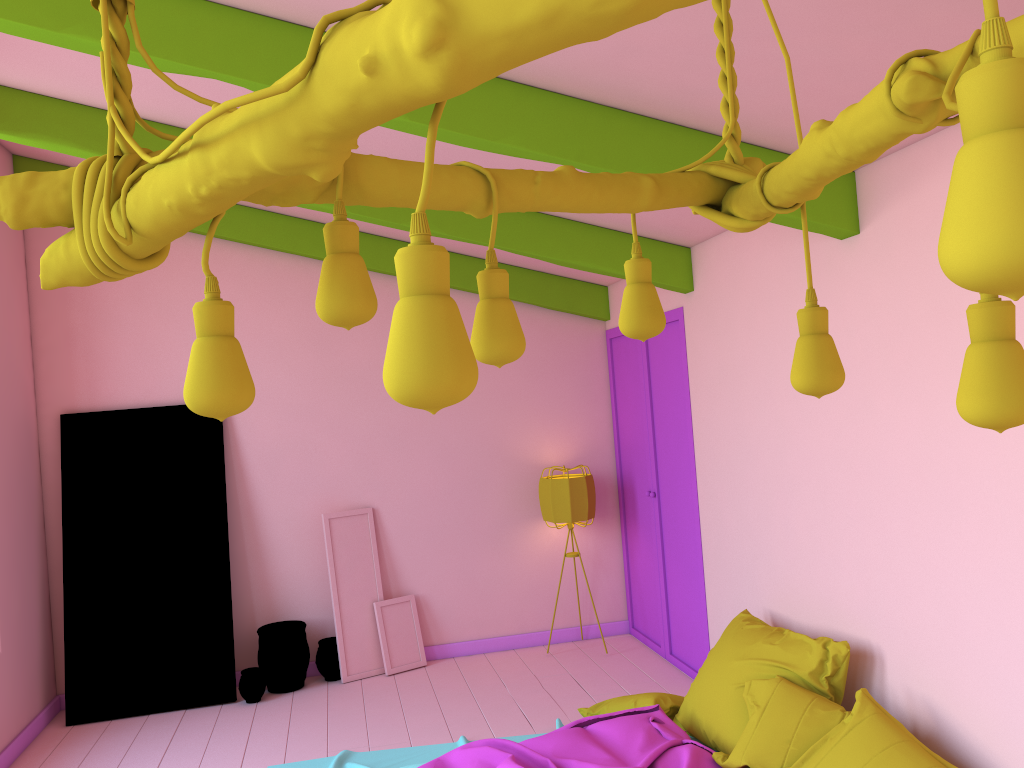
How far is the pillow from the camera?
3.50m

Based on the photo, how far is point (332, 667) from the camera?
6.74m

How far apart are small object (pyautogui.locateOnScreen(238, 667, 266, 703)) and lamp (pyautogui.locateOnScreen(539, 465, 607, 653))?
2.44m

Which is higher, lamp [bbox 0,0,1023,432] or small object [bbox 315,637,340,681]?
lamp [bbox 0,0,1023,432]

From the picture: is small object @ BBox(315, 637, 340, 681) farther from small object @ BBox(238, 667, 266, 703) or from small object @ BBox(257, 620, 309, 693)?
small object @ BBox(238, 667, 266, 703)

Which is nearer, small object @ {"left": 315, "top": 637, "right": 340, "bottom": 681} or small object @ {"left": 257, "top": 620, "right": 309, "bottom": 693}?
small object @ {"left": 257, "top": 620, "right": 309, "bottom": 693}

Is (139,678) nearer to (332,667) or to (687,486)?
(332,667)

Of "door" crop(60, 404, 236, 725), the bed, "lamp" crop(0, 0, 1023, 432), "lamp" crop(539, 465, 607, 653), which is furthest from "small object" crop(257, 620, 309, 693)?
"lamp" crop(0, 0, 1023, 432)

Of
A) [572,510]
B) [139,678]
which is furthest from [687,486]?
[139,678]

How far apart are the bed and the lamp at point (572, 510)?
1.9 meters
